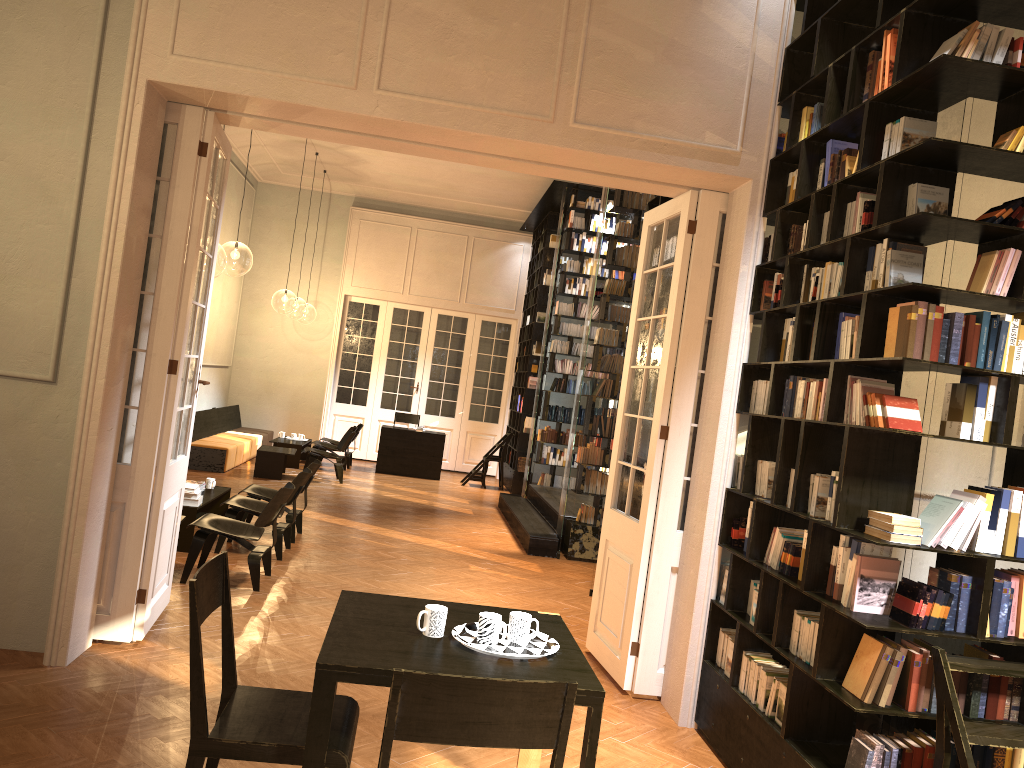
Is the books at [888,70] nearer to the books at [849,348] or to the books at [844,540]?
the books at [849,348]

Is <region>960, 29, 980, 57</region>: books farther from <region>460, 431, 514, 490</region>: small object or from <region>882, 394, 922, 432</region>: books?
<region>460, 431, 514, 490</region>: small object

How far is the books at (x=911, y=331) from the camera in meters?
3.5

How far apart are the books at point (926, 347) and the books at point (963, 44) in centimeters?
104cm

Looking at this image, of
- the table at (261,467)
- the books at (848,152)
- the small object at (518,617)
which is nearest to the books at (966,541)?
the small object at (518,617)

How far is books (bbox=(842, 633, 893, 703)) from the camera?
3.57m

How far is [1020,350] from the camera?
3.61m

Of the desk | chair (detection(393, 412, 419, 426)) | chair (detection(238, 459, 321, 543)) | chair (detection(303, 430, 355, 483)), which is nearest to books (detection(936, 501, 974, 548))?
chair (detection(238, 459, 321, 543))

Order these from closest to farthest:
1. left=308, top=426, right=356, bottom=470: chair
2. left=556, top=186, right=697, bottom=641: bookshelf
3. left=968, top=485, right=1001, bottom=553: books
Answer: left=968, top=485, right=1001, bottom=553: books, left=556, top=186, right=697, bottom=641: bookshelf, left=308, top=426, right=356, bottom=470: chair

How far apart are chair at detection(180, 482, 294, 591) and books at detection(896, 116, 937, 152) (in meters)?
5.02
